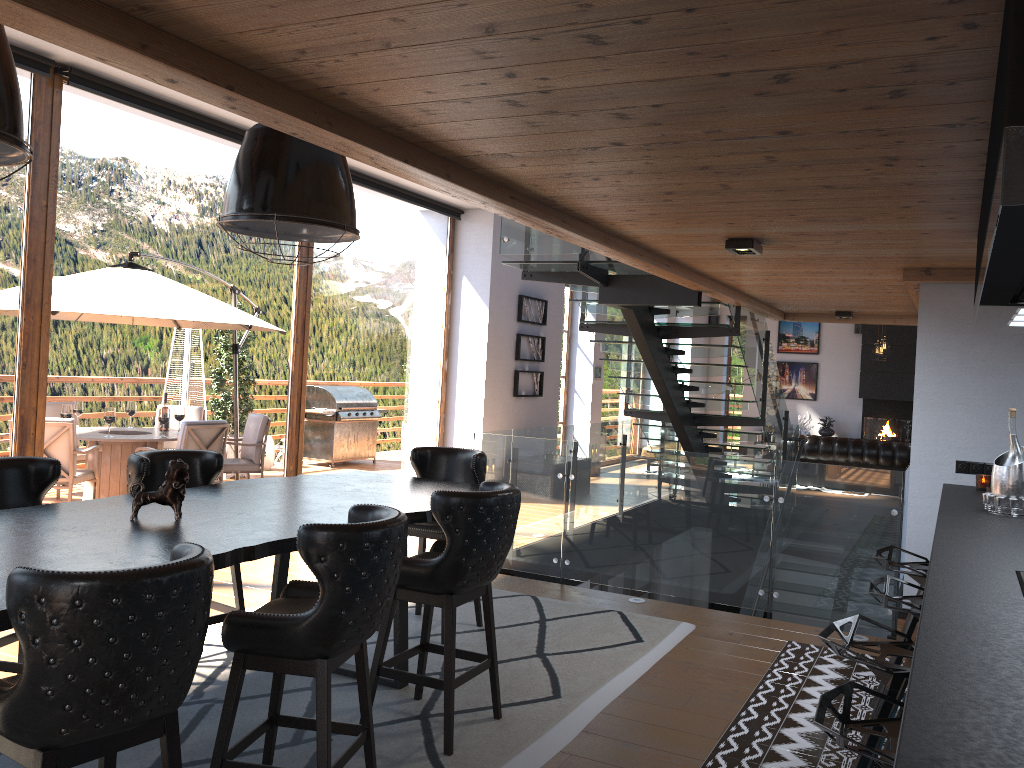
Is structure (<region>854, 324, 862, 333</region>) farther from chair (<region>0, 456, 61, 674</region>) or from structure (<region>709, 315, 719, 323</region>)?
chair (<region>0, 456, 61, 674</region>)

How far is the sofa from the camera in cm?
1306

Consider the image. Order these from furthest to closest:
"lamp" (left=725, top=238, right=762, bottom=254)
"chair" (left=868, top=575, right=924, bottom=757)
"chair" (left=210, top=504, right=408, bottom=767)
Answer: "lamp" (left=725, top=238, right=762, bottom=254), "chair" (left=868, top=575, right=924, bottom=757), "chair" (left=210, top=504, right=408, bottom=767)

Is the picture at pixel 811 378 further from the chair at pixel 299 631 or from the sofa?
the chair at pixel 299 631

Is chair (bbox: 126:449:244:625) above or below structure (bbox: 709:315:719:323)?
below

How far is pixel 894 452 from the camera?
13.1m

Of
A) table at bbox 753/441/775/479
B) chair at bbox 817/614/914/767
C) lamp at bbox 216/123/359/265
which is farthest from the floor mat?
table at bbox 753/441/775/479

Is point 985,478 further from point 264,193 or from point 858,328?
point 858,328

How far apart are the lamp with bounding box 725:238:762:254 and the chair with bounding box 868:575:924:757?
1.9 meters

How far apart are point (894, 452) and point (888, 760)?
12.07m
